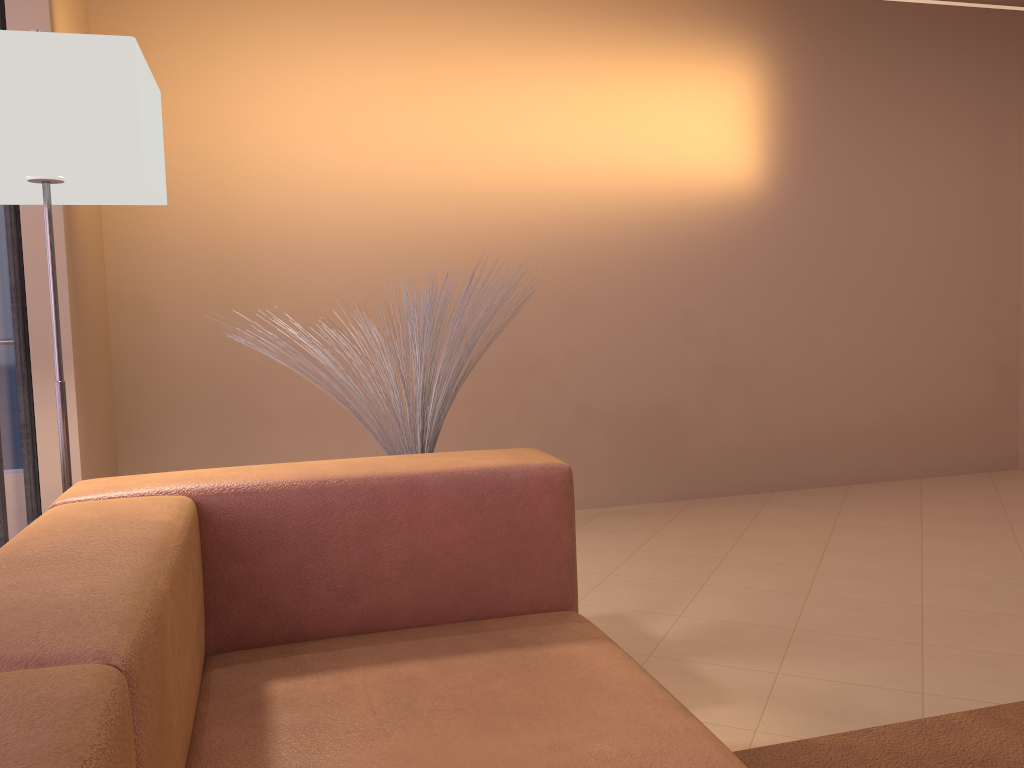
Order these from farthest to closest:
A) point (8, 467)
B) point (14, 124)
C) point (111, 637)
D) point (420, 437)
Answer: point (8, 467), point (420, 437), point (14, 124), point (111, 637)

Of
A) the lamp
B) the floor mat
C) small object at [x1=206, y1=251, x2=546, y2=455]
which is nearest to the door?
the lamp

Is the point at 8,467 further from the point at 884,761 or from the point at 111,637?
the point at 884,761

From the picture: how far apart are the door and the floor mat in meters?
2.1

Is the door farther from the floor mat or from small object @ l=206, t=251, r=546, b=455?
→ the floor mat

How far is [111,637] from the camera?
0.8m

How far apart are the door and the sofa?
1.2m

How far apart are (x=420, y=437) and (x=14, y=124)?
1.05m

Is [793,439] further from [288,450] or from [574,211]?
[288,450]

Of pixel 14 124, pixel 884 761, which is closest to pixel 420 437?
pixel 14 124
